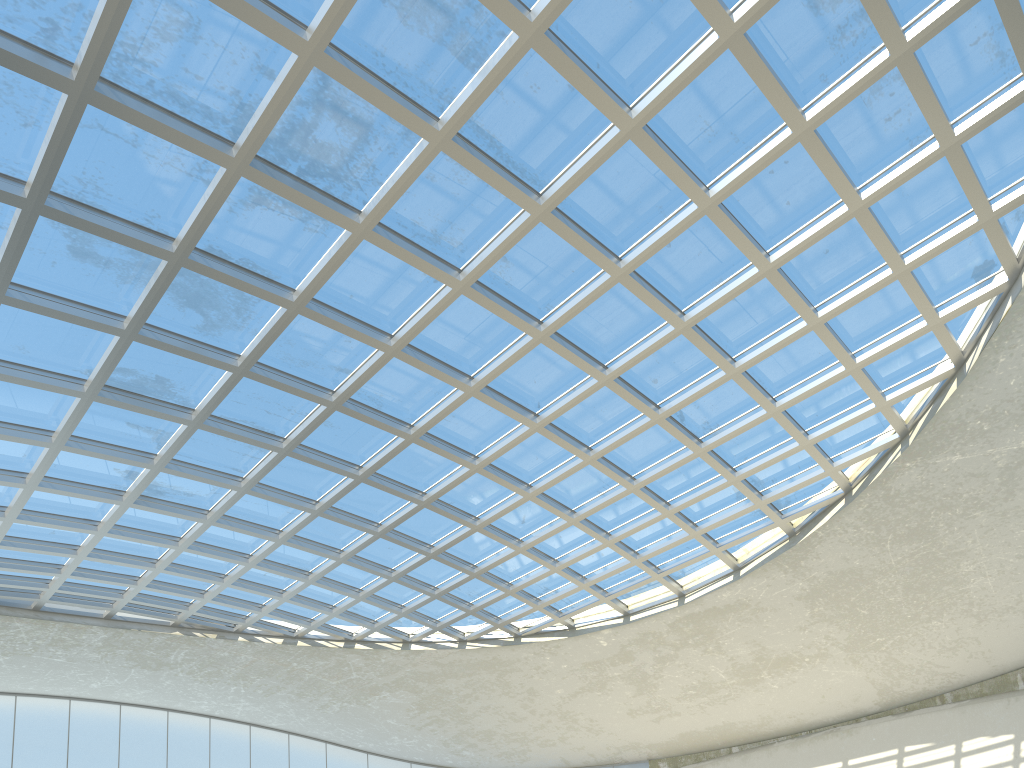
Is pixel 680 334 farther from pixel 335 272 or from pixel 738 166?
pixel 335 272

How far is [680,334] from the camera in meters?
49.4 m
